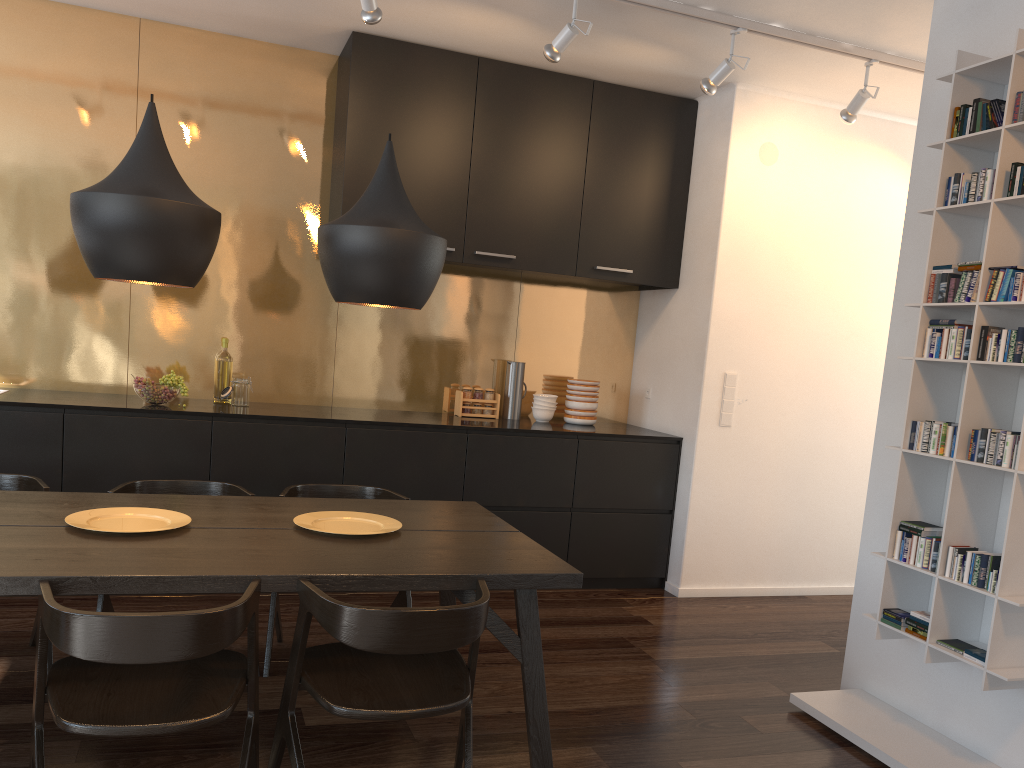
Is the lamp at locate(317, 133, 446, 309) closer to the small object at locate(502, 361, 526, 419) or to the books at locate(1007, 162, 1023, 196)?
the books at locate(1007, 162, 1023, 196)

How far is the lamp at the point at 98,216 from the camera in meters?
2.4 m

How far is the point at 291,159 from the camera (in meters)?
4.87

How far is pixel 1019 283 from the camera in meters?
2.8

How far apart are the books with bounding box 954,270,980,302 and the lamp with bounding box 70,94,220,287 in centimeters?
243cm

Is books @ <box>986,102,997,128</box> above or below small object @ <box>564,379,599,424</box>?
above

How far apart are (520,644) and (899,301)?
2.1 meters

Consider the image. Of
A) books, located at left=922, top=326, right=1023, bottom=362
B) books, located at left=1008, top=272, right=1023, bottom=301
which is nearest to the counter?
books, located at left=922, top=326, right=1023, bottom=362

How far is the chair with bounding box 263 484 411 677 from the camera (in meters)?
3.35

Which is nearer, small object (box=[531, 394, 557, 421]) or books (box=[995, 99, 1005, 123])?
books (box=[995, 99, 1005, 123])
